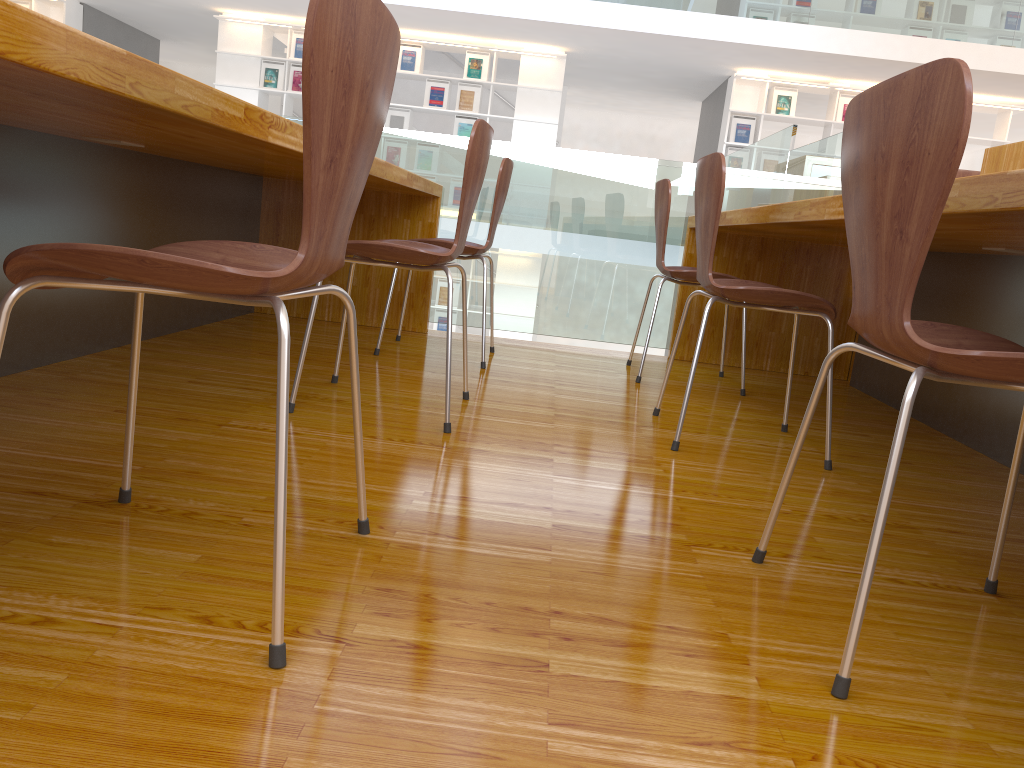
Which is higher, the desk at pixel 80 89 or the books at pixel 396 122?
the books at pixel 396 122

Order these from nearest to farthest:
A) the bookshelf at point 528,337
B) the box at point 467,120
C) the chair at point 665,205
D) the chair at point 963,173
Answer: the chair at point 665,205, the chair at point 963,173, the box at point 467,120, the bookshelf at point 528,337

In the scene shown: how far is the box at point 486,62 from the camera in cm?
924

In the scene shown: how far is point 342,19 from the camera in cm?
86

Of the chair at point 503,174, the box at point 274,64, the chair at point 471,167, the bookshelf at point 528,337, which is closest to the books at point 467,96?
the box at point 274,64

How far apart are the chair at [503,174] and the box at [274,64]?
Answer: 7.05m

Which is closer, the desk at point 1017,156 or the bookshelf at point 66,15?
the desk at point 1017,156

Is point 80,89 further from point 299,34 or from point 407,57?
point 299,34

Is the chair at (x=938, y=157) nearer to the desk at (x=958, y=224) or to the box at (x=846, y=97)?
the desk at (x=958, y=224)

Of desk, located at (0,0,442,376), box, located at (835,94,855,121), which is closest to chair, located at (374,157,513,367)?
desk, located at (0,0,442,376)
